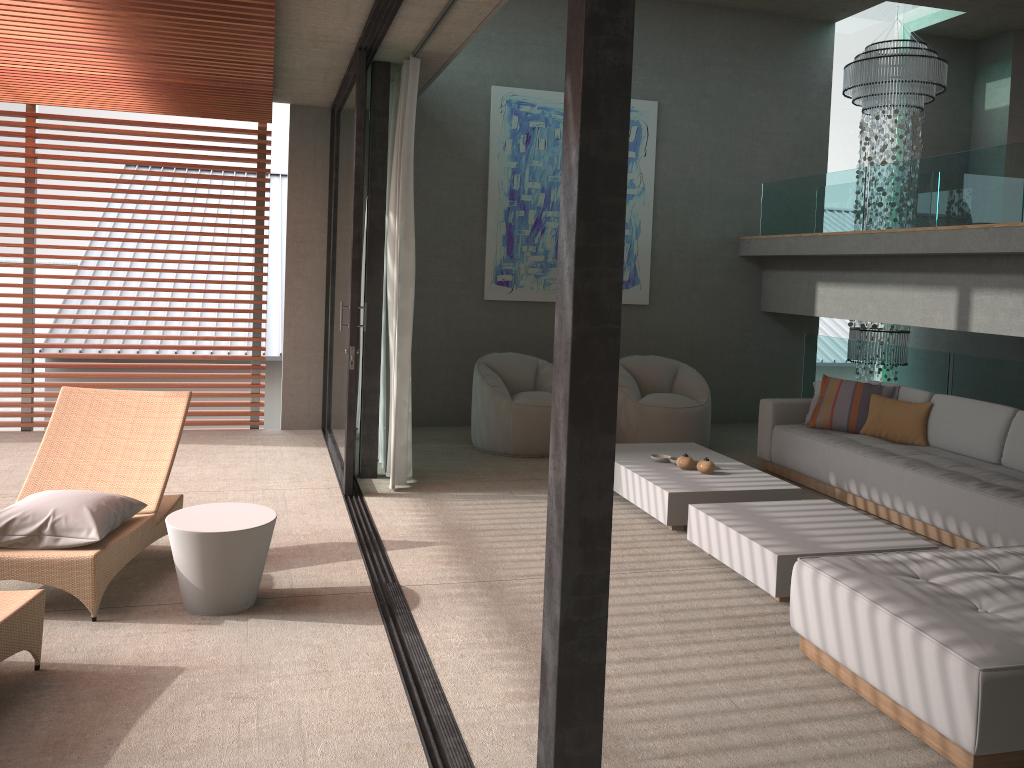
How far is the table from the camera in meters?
3.8 m

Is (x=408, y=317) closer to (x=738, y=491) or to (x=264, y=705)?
(x=738, y=491)

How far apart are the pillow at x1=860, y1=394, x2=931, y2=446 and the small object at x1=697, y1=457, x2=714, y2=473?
1.5m

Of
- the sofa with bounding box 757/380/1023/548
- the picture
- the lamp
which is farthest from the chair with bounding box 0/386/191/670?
the lamp

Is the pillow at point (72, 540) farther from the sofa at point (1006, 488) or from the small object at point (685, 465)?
the sofa at point (1006, 488)

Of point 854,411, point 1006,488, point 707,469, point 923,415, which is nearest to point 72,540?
point 707,469

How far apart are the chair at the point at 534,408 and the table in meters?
3.3 m

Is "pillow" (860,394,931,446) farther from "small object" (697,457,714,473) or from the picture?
the picture

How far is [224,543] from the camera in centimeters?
380cm

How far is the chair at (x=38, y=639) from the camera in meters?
3.3 m
